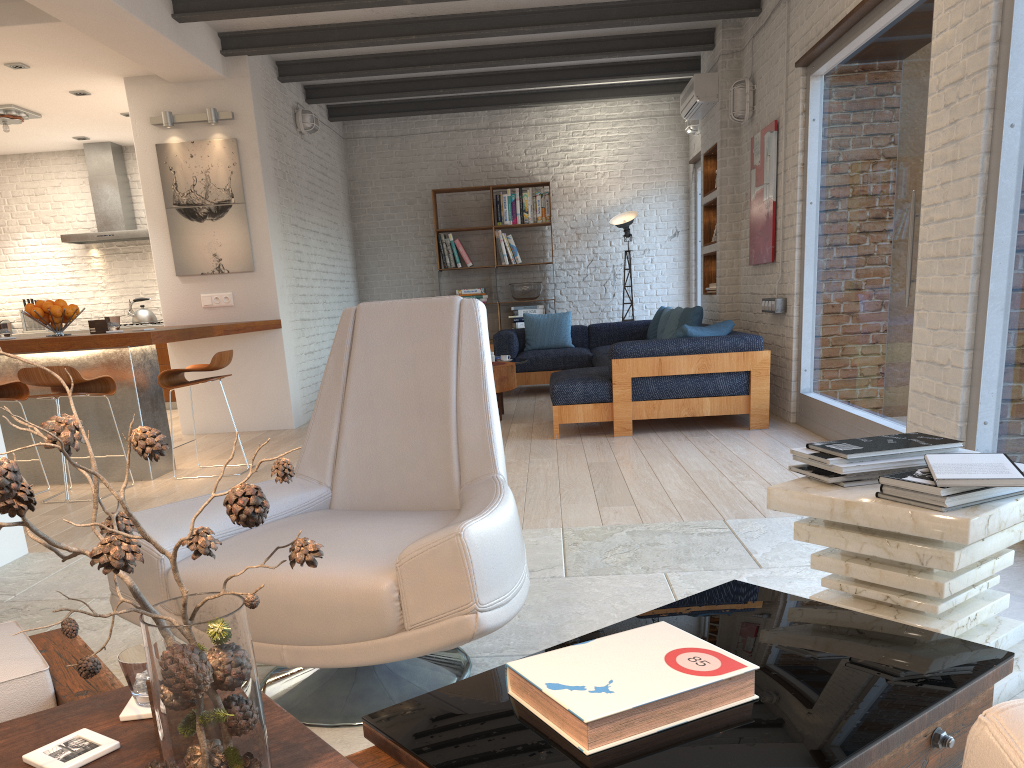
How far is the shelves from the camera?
8.2m

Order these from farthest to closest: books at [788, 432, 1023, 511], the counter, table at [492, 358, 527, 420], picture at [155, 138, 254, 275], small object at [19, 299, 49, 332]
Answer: small object at [19, 299, 49, 332] < picture at [155, 138, 254, 275] < table at [492, 358, 527, 420] < the counter < books at [788, 432, 1023, 511]

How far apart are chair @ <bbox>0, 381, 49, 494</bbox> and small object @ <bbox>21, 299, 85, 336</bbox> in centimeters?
43cm

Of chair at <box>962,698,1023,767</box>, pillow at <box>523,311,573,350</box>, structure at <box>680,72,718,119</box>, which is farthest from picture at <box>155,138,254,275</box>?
chair at <box>962,698,1023,767</box>

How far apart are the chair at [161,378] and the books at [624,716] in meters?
4.5

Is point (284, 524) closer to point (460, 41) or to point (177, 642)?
point (177, 642)

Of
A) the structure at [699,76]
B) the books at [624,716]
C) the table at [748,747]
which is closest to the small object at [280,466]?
the table at [748,747]

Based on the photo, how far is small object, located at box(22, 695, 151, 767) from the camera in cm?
117

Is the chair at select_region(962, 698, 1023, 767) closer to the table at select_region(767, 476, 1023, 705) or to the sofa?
the table at select_region(767, 476, 1023, 705)

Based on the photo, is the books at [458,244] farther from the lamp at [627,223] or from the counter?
the counter
